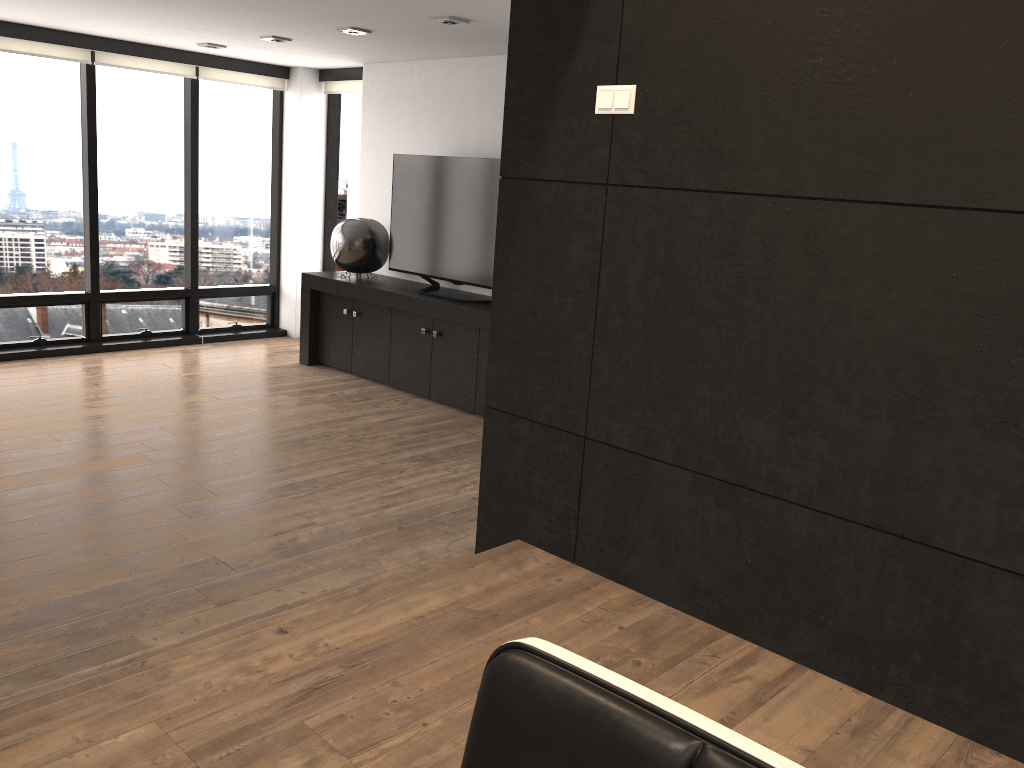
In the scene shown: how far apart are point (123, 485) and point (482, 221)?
2.88m

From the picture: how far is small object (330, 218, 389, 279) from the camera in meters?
6.7

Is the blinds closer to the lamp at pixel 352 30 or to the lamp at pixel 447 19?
the lamp at pixel 352 30

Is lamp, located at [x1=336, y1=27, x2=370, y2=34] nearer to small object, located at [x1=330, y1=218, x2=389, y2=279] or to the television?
the television

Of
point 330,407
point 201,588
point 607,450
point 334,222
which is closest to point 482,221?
point 330,407

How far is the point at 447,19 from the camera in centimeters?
480cm

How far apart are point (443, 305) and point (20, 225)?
3.43m

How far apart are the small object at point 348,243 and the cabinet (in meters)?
0.06

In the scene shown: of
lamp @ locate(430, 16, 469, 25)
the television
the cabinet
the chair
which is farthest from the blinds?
the chair

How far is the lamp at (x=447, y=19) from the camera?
4.8m
